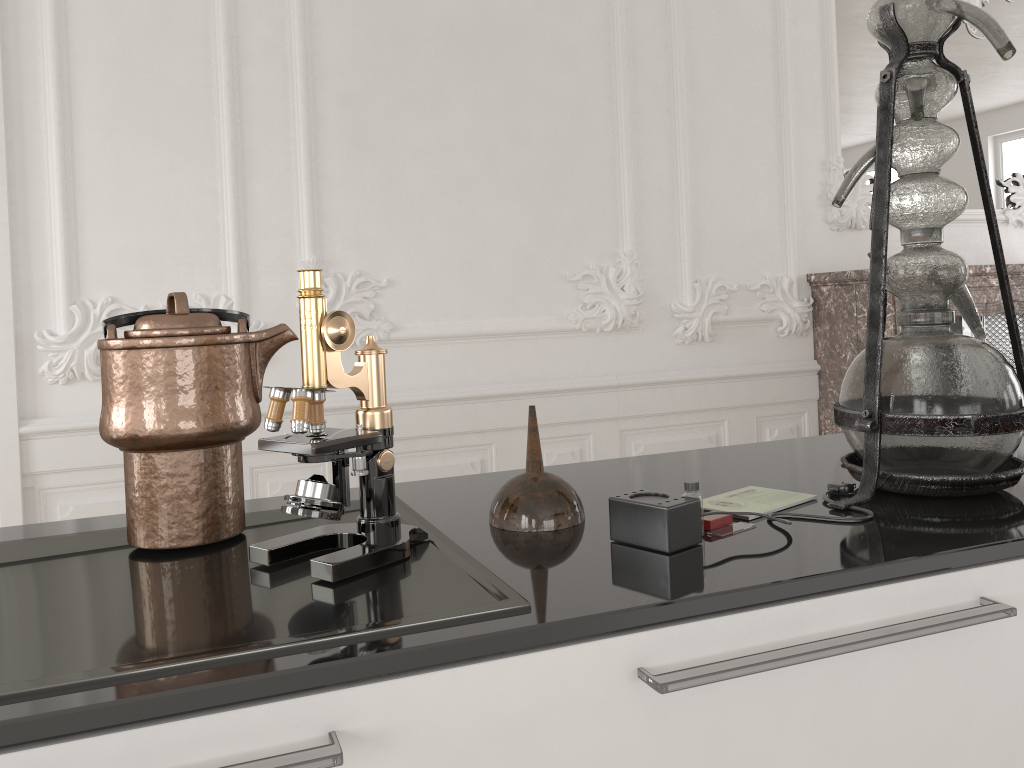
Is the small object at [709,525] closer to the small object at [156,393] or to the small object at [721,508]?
the small object at [721,508]

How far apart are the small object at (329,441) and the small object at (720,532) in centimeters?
32cm

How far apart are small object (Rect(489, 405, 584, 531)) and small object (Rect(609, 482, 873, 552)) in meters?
0.1 m

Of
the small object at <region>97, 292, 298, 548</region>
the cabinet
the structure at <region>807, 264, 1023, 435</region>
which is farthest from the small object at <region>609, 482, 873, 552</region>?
the structure at <region>807, 264, 1023, 435</region>

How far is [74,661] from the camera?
0.7m

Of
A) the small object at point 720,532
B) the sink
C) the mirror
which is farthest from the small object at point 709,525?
the mirror

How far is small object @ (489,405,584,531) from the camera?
1.0m

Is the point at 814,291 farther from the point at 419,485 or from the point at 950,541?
the point at 950,541

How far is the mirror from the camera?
4.38m

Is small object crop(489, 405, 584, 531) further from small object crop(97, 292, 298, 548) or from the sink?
small object crop(97, 292, 298, 548)
